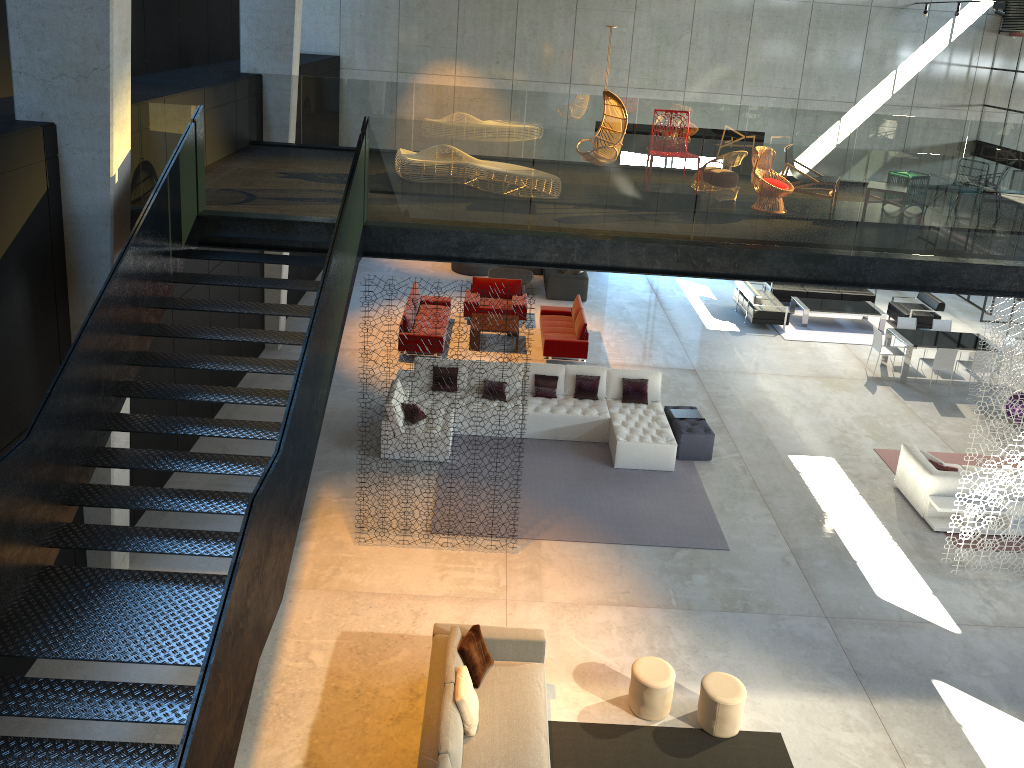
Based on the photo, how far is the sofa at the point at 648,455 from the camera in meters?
12.6

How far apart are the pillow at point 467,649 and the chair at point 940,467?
7.17m

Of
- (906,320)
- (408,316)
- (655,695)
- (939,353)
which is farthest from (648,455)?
(906,320)

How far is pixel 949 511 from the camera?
11.48m

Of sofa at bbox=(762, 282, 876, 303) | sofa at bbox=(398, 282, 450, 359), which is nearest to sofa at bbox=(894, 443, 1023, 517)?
sofa at bbox=(398, 282, 450, 359)

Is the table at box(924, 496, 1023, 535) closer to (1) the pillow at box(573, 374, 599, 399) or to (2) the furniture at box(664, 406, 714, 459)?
(2) the furniture at box(664, 406, 714, 459)

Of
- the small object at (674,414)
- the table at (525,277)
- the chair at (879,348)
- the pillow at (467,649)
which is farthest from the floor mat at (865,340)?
the pillow at (467,649)

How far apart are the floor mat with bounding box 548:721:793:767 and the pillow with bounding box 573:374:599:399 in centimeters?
617cm

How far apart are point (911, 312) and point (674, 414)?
8.42m

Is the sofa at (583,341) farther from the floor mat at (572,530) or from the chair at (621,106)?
the chair at (621,106)
